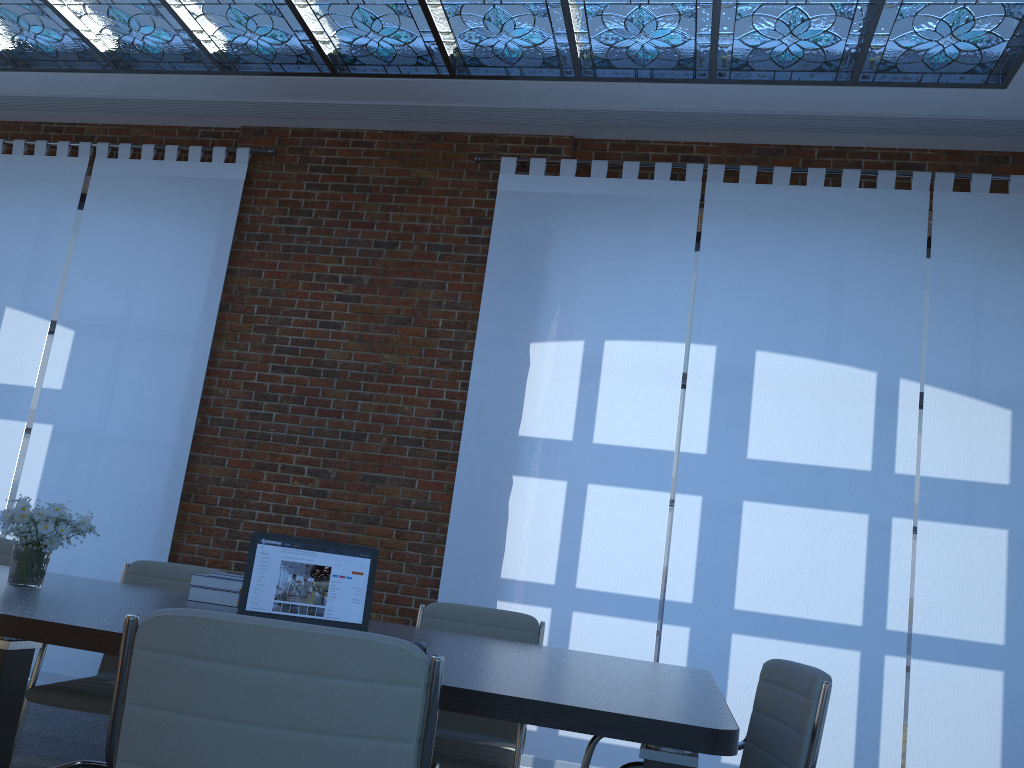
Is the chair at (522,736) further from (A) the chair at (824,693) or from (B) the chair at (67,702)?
(B) the chair at (67,702)

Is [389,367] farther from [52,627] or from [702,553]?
[52,627]

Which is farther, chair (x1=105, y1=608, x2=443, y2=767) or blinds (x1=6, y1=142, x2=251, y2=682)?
blinds (x1=6, y1=142, x2=251, y2=682)

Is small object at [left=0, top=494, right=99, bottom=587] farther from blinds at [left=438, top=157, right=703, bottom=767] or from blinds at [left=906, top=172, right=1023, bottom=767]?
blinds at [left=906, top=172, right=1023, bottom=767]

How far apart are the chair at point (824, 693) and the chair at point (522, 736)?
0.5 meters

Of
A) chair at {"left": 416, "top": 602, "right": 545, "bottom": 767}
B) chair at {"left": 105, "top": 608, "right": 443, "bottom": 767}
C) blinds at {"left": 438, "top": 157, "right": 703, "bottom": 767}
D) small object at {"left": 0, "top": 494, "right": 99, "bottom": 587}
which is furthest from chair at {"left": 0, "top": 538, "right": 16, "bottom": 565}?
chair at {"left": 105, "top": 608, "right": 443, "bottom": 767}

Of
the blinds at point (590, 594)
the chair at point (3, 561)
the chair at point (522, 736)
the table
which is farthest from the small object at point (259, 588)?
the blinds at point (590, 594)

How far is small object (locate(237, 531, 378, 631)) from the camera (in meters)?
2.63

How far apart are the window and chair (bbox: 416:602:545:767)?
4.4m

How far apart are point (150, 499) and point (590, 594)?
2.9 meters
